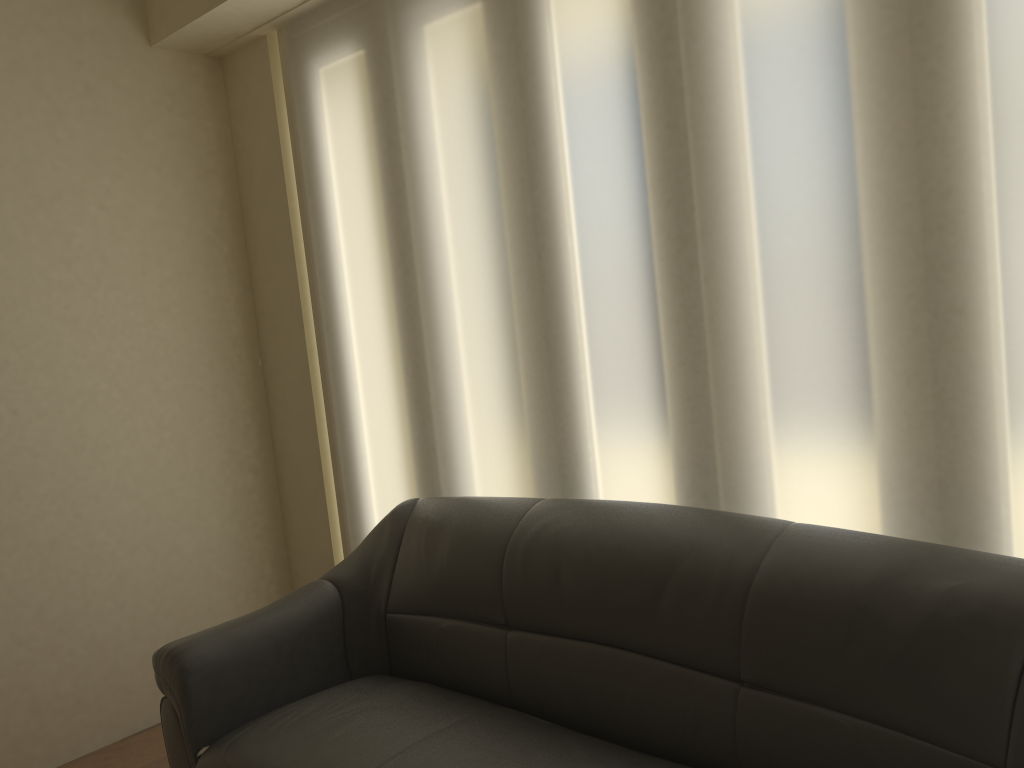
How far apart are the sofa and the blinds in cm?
21

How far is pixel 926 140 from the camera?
1.9 meters

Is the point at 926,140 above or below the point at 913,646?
above

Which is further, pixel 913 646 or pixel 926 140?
pixel 926 140

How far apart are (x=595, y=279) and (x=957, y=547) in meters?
1.2

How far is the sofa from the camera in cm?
164

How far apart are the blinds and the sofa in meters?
0.2 m

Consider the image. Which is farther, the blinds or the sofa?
the blinds

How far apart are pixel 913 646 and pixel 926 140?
1.0m

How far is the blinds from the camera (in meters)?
1.87
